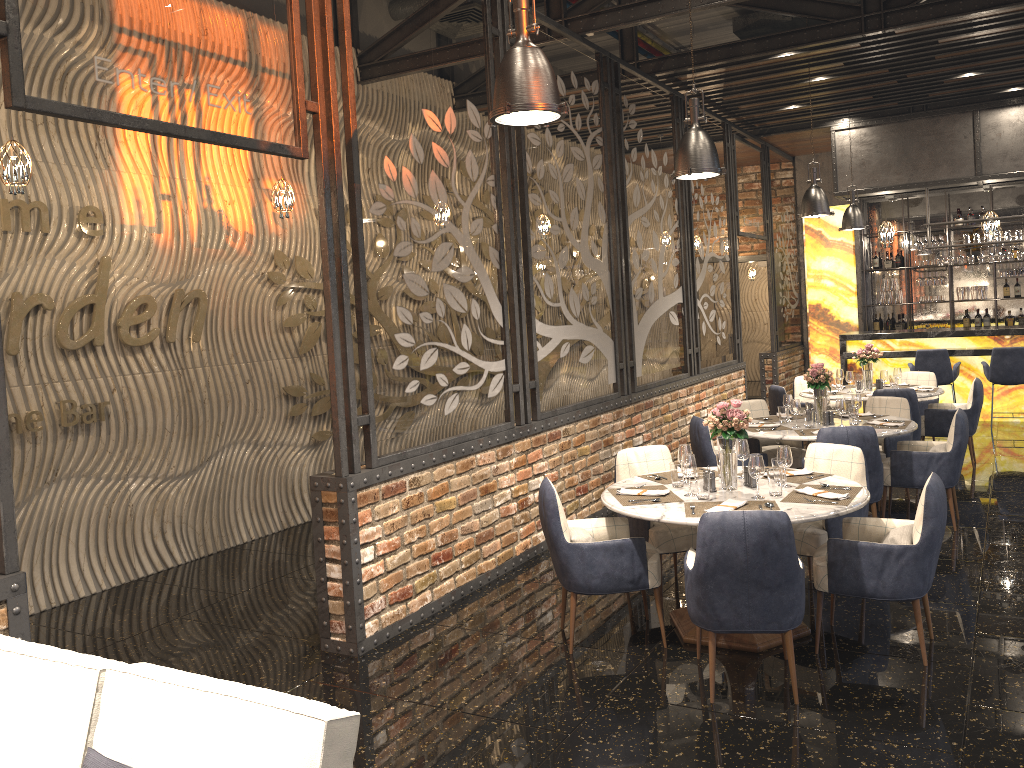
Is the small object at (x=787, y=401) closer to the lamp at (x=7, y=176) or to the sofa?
the lamp at (x=7, y=176)

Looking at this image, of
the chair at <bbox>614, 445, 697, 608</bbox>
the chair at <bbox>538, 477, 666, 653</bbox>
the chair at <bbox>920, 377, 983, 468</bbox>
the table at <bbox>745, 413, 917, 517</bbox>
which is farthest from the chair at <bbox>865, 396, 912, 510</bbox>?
the chair at <bbox>538, 477, 666, 653</bbox>

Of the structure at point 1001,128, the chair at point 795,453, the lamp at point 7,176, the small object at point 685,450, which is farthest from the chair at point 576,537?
the structure at point 1001,128

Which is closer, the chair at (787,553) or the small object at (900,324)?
the chair at (787,553)

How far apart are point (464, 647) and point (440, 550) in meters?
0.8

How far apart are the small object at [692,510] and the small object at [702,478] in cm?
10

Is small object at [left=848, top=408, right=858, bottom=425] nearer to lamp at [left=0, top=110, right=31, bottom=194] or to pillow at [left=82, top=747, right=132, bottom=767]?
lamp at [left=0, top=110, right=31, bottom=194]

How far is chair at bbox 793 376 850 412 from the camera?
9.95m

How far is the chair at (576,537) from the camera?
4.60m

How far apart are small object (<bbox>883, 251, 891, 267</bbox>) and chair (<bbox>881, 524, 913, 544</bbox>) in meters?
10.8
